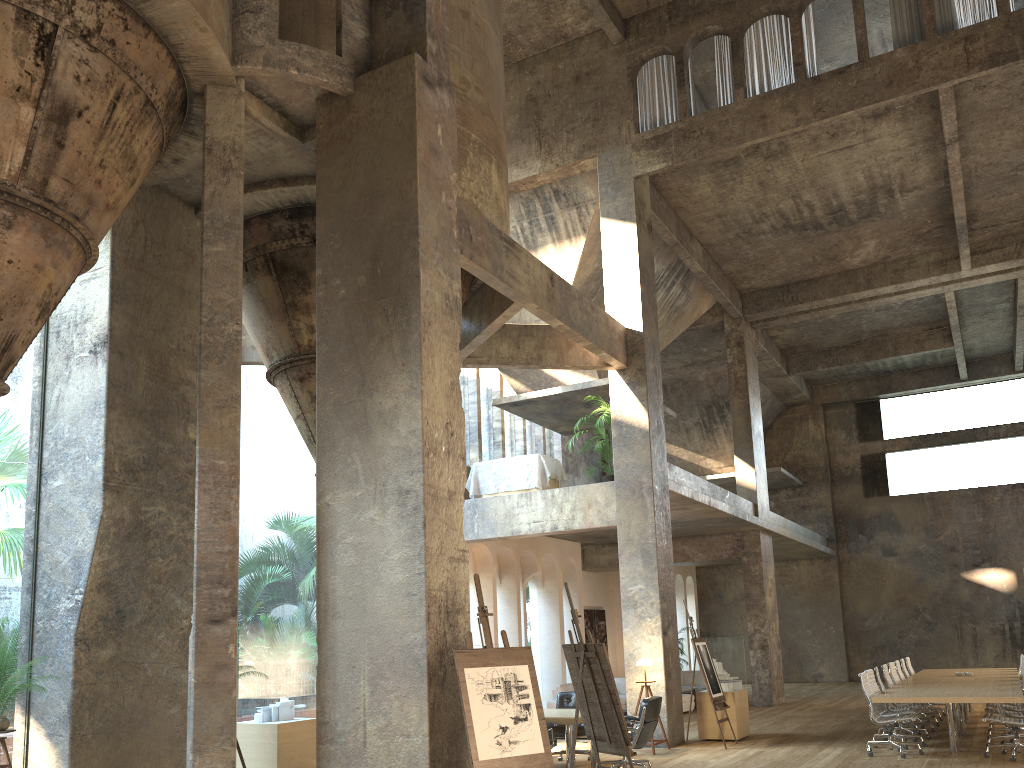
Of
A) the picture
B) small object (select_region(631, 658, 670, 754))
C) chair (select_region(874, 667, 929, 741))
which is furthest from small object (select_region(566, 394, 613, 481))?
the picture

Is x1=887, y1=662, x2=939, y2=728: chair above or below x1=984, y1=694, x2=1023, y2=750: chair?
above

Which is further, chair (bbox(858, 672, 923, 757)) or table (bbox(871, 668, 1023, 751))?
chair (bbox(858, 672, 923, 757))

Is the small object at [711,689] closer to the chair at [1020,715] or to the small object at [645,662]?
the small object at [645,662]

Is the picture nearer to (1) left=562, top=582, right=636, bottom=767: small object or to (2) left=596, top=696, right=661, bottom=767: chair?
(2) left=596, top=696, right=661, bottom=767: chair

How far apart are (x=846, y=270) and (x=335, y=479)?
15.74m

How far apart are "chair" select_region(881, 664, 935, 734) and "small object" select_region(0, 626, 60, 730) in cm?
1149

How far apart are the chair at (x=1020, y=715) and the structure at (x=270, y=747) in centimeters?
851cm

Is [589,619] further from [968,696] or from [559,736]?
[968,696]

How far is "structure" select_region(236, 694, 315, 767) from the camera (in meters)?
9.97
